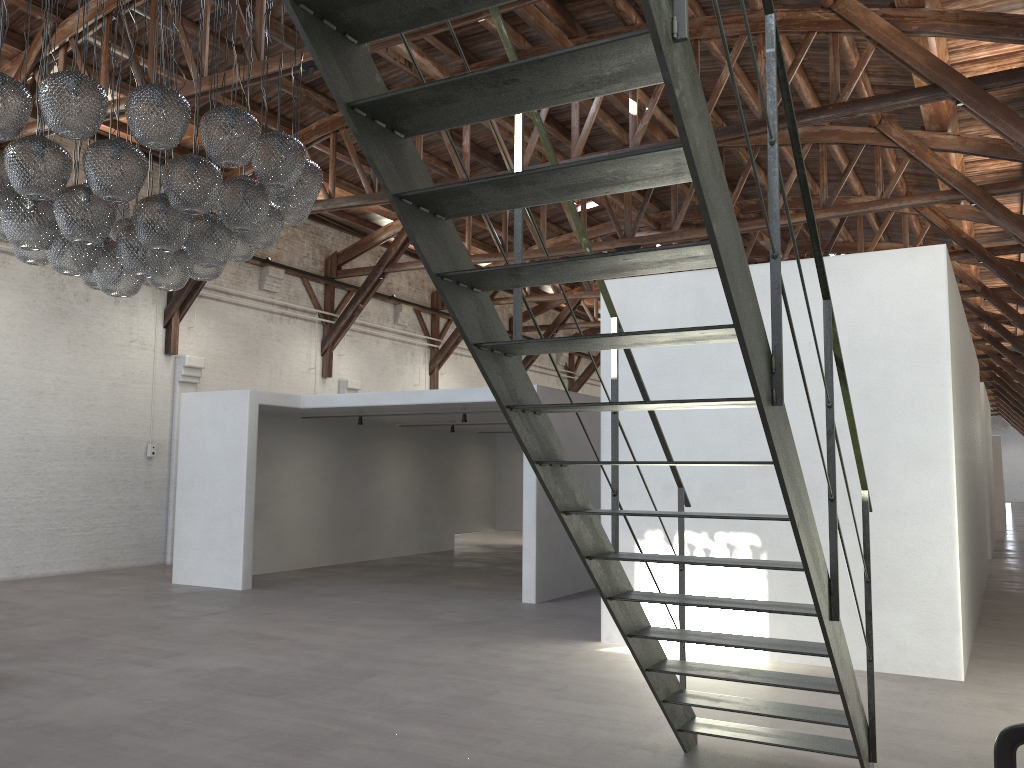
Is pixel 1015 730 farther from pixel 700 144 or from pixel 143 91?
pixel 143 91

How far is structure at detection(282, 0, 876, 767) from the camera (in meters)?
2.25

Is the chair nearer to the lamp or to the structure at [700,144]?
the structure at [700,144]

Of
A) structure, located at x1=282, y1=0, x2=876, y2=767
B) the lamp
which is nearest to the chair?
structure, located at x1=282, y1=0, x2=876, y2=767

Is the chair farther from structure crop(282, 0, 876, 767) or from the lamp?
the lamp

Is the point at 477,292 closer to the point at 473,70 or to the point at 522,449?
the point at 522,449

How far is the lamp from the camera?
5.0 meters

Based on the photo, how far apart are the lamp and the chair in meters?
4.8 m

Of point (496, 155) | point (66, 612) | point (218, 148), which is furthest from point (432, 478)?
point (218, 148)

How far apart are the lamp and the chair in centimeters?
483cm
